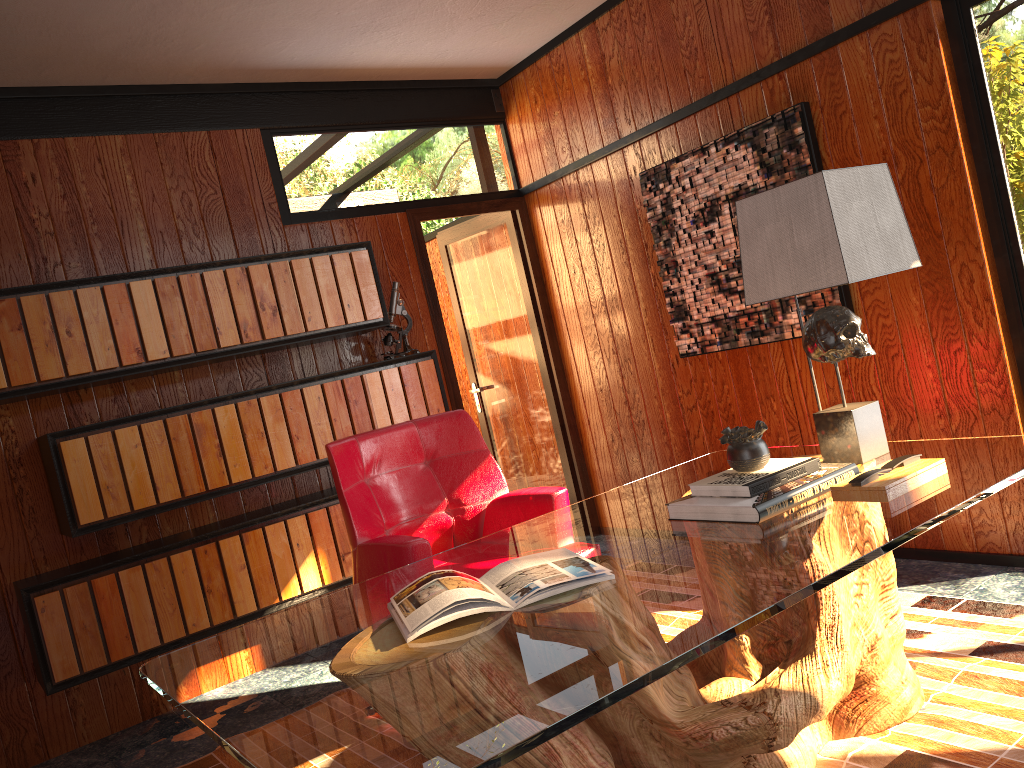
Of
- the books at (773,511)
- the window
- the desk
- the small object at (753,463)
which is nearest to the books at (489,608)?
the desk

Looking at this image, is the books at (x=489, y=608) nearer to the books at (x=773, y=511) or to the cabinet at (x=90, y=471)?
the books at (x=773, y=511)

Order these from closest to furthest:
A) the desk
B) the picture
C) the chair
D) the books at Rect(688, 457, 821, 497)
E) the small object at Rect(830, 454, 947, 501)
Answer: the desk < the small object at Rect(830, 454, 947, 501) < the books at Rect(688, 457, 821, 497) < the chair < the picture

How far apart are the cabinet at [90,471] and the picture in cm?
111

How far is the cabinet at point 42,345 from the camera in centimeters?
321cm

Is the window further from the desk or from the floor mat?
the desk

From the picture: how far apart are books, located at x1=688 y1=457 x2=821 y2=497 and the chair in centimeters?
71cm

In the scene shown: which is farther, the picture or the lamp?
the picture

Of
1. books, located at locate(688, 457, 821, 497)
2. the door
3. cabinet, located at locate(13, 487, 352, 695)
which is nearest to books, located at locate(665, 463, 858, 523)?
books, located at locate(688, 457, 821, 497)

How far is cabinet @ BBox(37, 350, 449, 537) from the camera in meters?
3.3 m
